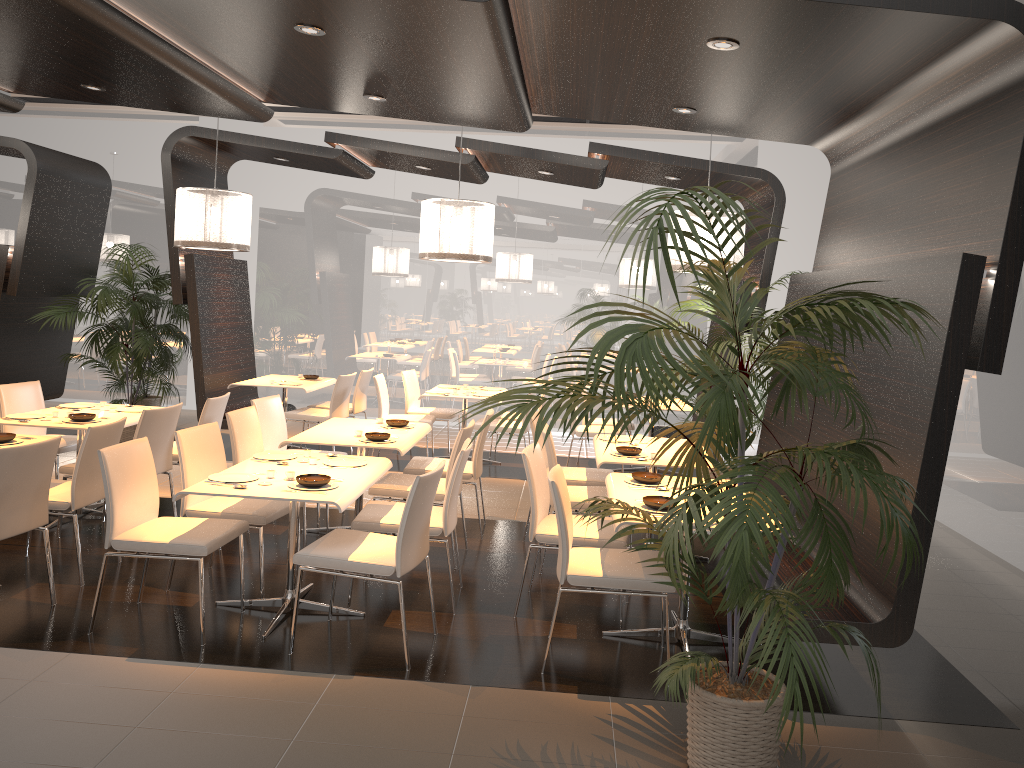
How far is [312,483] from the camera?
4.3m

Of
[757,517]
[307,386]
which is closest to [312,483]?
[757,517]

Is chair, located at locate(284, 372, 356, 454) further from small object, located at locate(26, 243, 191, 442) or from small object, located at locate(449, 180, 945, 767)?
small object, located at locate(449, 180, 945, 767)

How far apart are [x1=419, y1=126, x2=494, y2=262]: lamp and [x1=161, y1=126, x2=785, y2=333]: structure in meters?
1.1 m

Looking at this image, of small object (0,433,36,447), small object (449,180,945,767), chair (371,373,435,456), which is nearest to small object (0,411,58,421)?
small object (0,433,36,447)

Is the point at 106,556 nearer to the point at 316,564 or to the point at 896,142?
the point at 316,564

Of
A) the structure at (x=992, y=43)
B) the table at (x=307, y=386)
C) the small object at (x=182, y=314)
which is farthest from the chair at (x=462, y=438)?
the small object at (x=182, y=314)

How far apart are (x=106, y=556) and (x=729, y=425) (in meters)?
2.98

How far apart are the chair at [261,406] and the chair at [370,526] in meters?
1.7 m

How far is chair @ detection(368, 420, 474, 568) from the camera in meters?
5.5
